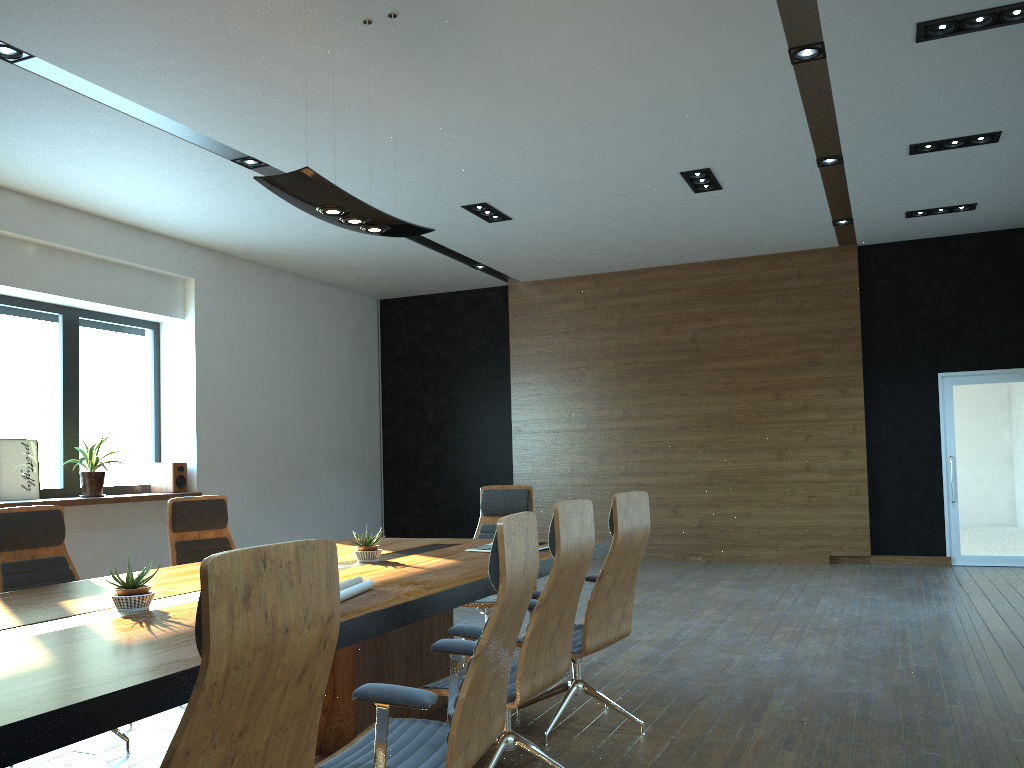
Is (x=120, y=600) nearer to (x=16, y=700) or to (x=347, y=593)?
(x=347, y=593)

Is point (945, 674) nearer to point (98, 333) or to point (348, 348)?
point (98, 333)

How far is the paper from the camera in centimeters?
314cm

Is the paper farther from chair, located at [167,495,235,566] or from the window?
the window

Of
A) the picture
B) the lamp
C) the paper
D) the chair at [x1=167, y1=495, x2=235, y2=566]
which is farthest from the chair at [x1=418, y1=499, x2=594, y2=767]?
the picture

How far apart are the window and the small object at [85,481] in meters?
0.2 m

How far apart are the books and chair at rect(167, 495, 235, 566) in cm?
170

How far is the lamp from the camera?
4.1m

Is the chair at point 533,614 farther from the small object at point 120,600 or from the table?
the small object at point 120,600

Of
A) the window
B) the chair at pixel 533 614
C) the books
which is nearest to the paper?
the chair at pixel 533 614
